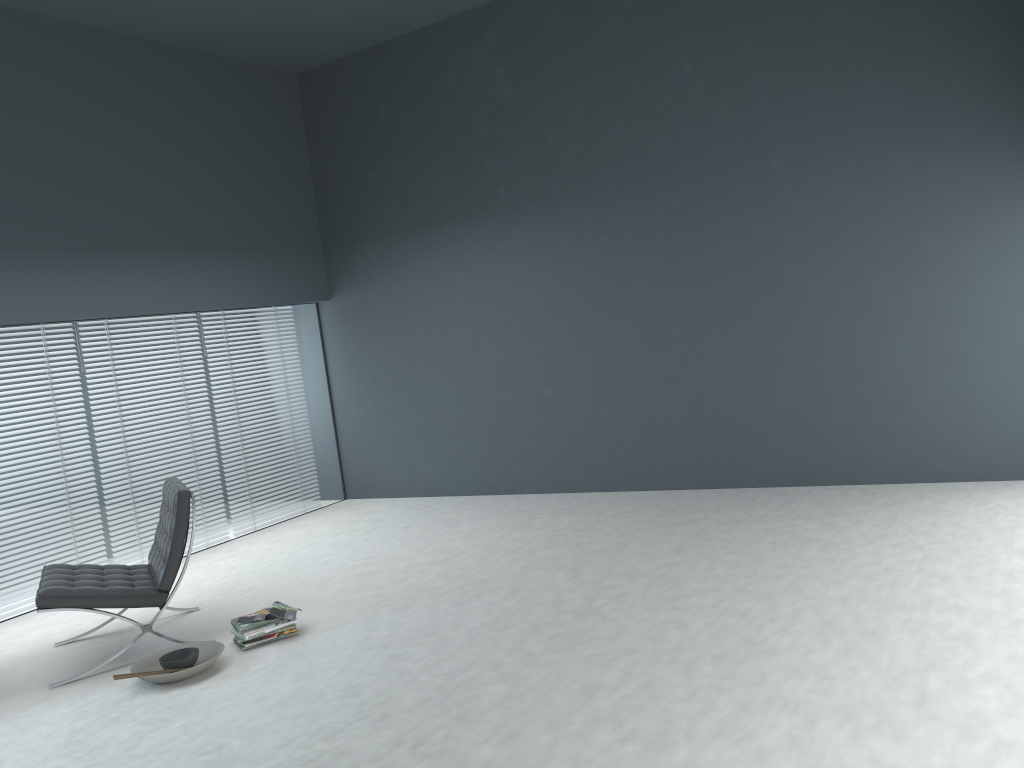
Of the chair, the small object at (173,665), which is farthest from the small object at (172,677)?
the chair

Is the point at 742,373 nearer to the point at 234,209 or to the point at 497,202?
the point at 497,202

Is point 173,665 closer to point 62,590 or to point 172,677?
→ point 172,677

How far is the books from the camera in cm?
413

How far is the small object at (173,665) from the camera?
3.8 meters

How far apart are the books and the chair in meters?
0.4 m

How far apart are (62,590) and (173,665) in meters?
0.7

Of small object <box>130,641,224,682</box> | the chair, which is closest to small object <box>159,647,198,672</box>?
small object <box>130,641,224,682</box>

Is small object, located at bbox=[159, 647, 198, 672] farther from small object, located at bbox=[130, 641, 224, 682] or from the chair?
the chair

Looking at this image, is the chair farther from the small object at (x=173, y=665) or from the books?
the books
